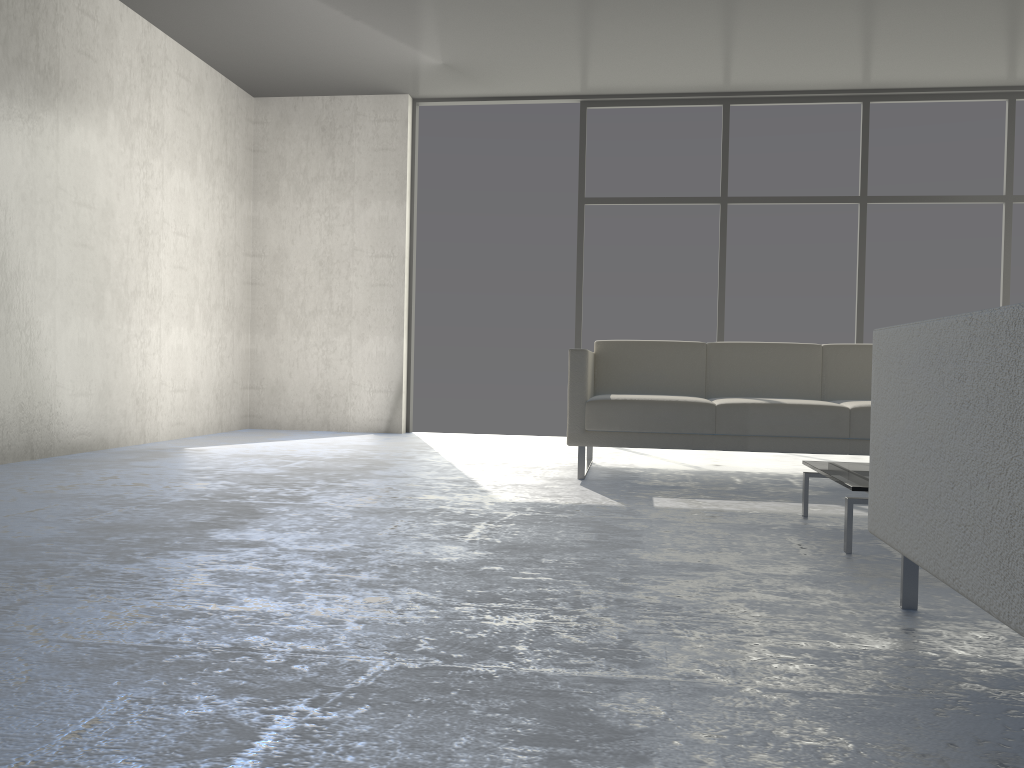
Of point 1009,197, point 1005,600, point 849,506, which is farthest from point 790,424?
point 1009,197

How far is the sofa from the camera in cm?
386

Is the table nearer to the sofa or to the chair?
the chair

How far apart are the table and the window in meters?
3.4 m

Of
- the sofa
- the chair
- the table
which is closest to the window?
the sofa

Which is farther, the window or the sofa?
the window

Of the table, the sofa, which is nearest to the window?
the sofa

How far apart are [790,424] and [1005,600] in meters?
2.7

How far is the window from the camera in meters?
6.1

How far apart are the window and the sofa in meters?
1.9 m
